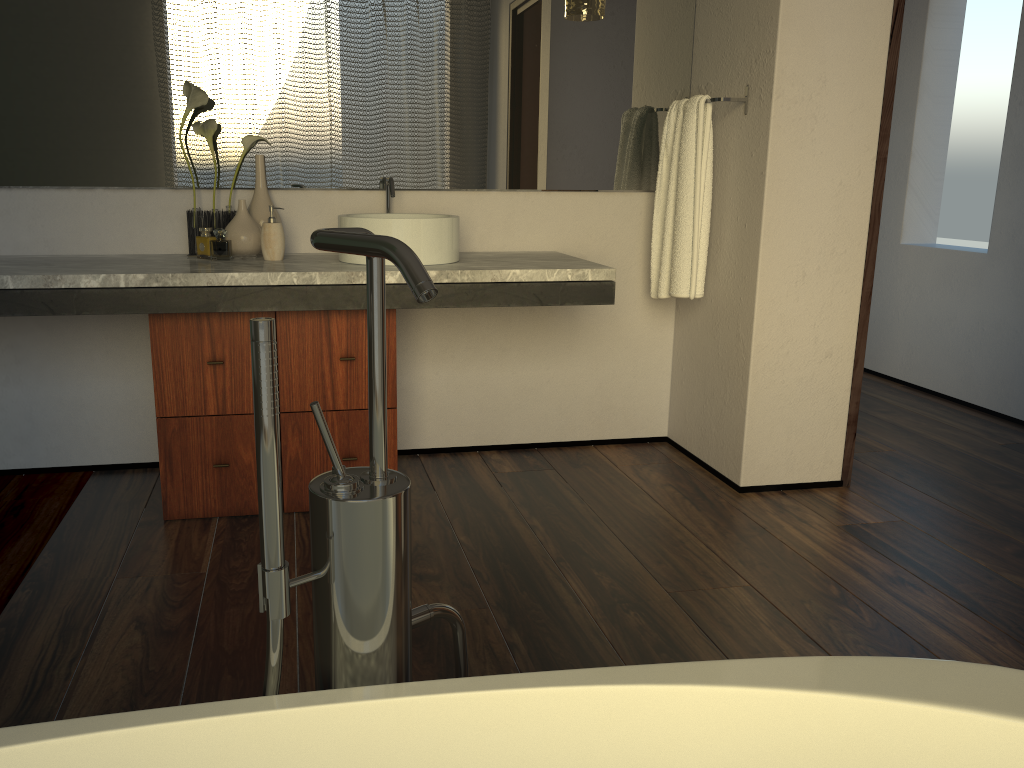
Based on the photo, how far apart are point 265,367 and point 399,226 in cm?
174

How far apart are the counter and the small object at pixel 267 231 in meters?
0.0 m

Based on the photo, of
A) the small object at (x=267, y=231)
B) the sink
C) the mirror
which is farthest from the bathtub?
the mirror

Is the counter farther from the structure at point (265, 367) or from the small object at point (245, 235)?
the structure at point (265, 367)

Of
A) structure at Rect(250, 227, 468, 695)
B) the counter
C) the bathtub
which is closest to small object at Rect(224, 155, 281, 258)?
the counter

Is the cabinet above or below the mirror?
below

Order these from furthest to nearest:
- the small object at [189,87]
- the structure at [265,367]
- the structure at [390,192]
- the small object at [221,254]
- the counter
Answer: the small object at [221,254]
the structure at [390,192]
the small object at [189,87]
the counter
the structure at [265,367]

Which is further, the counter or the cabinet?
the cabinet

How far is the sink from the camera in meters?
2.4

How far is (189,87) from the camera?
2.51m
